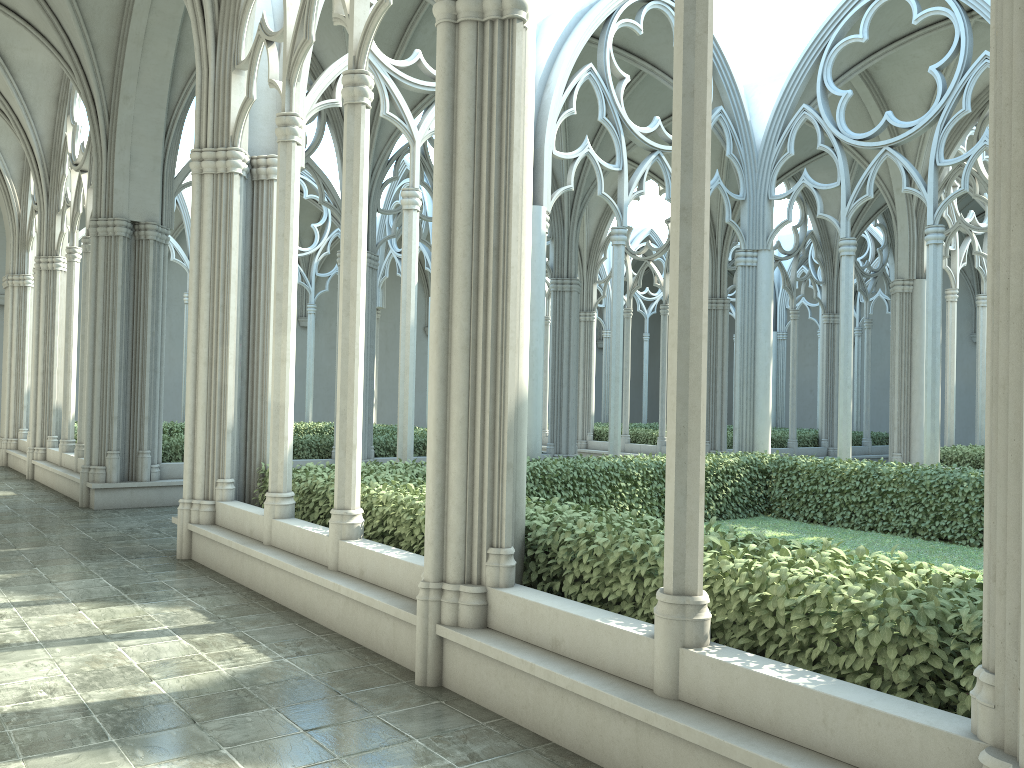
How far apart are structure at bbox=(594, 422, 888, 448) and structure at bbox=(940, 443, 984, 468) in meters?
5.3

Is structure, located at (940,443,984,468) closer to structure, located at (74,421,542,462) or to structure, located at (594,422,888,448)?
structure, located at (594,422,888,448)

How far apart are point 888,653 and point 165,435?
12.2m

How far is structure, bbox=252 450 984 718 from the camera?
3.5m

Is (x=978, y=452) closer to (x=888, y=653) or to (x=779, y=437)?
(x=779, y=437)

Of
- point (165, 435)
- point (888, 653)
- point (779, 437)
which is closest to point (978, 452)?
point (779, 437)

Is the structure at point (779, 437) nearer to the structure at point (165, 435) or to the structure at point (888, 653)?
the structure at point (165, 435)

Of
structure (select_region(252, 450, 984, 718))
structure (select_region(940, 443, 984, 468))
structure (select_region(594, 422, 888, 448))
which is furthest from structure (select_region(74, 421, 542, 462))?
structure (select_region(940, 443, 984, 468))

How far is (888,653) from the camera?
3.5 meters

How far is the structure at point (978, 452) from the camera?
16.1m
